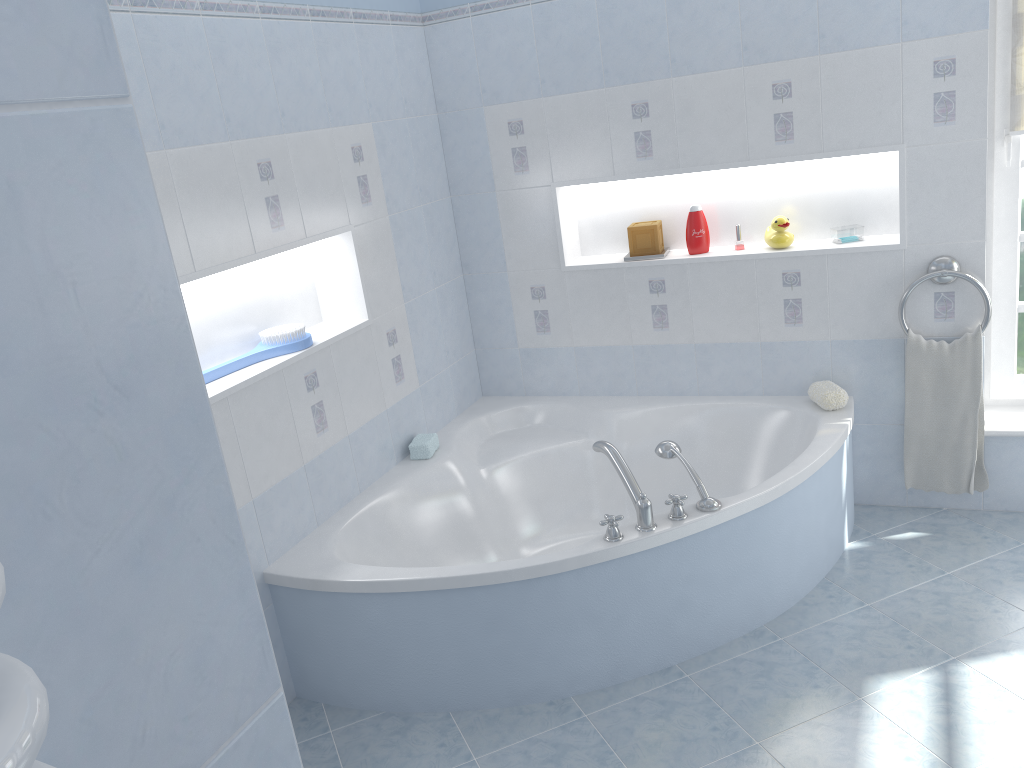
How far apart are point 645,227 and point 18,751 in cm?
337

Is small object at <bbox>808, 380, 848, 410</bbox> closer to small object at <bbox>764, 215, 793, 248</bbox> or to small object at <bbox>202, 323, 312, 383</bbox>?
small object at <bbox>764, 215, 793, 248</bbox>

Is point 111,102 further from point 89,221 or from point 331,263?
point 331,263

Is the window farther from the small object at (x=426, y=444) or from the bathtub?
the small object at (x=426, y=444)

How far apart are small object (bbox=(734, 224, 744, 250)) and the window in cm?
86

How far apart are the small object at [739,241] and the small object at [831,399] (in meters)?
0.60

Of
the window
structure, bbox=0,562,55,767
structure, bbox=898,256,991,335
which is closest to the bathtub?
structure, bbox=898,256,991,335

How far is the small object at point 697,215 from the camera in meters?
3.4

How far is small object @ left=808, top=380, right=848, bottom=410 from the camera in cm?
317

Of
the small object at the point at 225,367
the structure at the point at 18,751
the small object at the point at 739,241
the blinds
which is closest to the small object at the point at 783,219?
the small object at the point at 739,241
